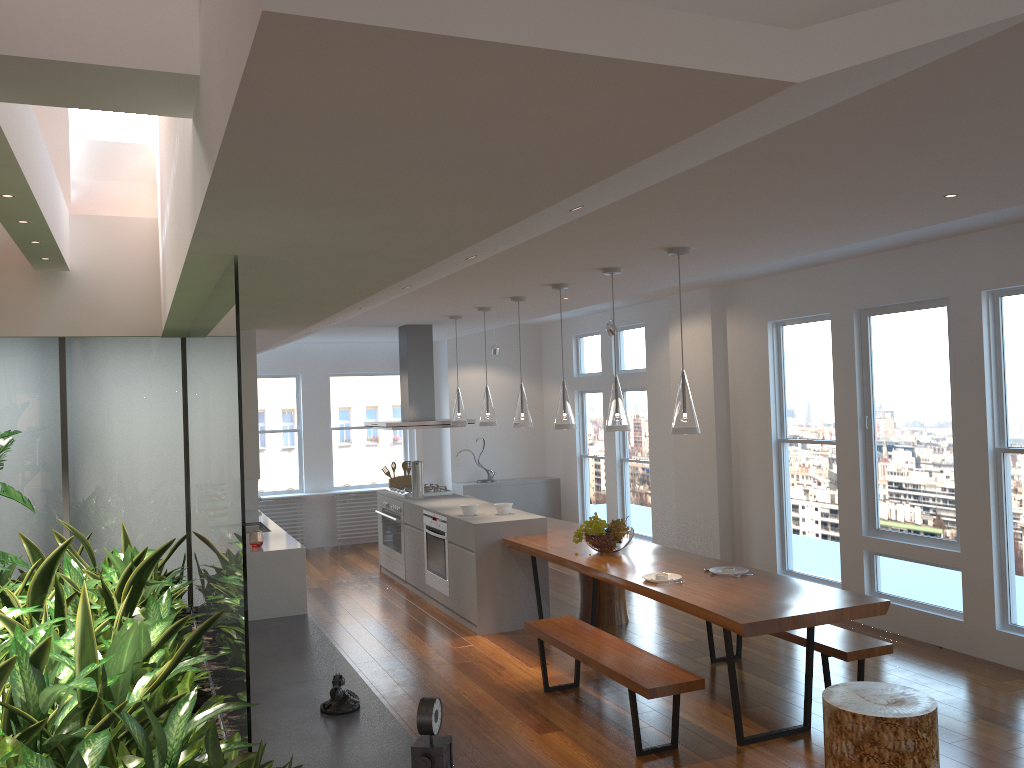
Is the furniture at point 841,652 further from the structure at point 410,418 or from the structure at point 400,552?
the structure at point 410,418

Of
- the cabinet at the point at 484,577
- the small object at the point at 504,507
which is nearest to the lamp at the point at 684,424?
the cabinet at the point at 484,577

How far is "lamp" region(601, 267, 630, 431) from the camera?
5.3m

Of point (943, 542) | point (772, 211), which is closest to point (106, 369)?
point (772, 211)

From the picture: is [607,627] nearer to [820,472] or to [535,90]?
[820,472]

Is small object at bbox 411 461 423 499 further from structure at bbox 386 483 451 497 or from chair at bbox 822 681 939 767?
chair at bbox 822 681 939 767

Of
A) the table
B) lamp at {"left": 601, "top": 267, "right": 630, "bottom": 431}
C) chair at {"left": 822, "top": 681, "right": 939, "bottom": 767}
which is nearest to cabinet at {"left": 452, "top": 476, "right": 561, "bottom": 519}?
the table

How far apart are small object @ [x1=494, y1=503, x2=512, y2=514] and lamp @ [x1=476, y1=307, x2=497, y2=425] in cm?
71

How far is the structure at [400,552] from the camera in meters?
8.5 m

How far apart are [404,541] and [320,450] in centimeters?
305cm
